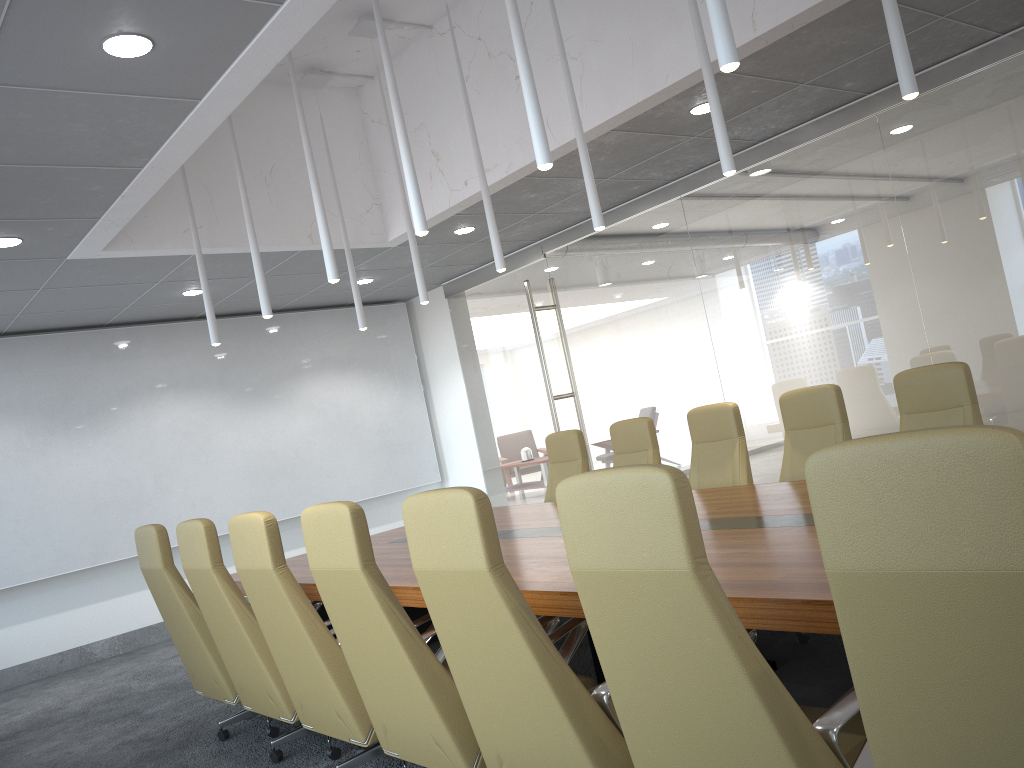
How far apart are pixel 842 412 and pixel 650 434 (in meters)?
1.61

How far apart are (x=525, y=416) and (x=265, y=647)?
6.28m

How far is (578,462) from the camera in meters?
7.4

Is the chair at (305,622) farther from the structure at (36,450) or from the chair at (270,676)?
the structure at (36,450)

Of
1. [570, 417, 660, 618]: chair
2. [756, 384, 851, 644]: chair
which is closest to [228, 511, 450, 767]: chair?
[756, 384, 851, 644]: chair

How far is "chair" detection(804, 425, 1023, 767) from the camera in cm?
156

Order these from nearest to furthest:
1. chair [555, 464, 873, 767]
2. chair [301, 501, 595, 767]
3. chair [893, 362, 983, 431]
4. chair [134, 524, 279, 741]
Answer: chair [555, 464, 873, 767] → chair [301, 501, 595, 767] → chair [893, 362, 983, 431] → chair [134, 524, 279, 741]

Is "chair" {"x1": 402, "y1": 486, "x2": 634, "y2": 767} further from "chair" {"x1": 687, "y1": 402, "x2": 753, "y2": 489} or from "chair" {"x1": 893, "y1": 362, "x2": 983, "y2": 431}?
"chair" {"x1": 687, "y1": 402, "x2": 753, "y2": 489}

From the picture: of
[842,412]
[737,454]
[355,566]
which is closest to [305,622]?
[355,566]

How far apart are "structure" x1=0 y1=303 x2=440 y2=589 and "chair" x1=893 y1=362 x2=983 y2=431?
7.4m
